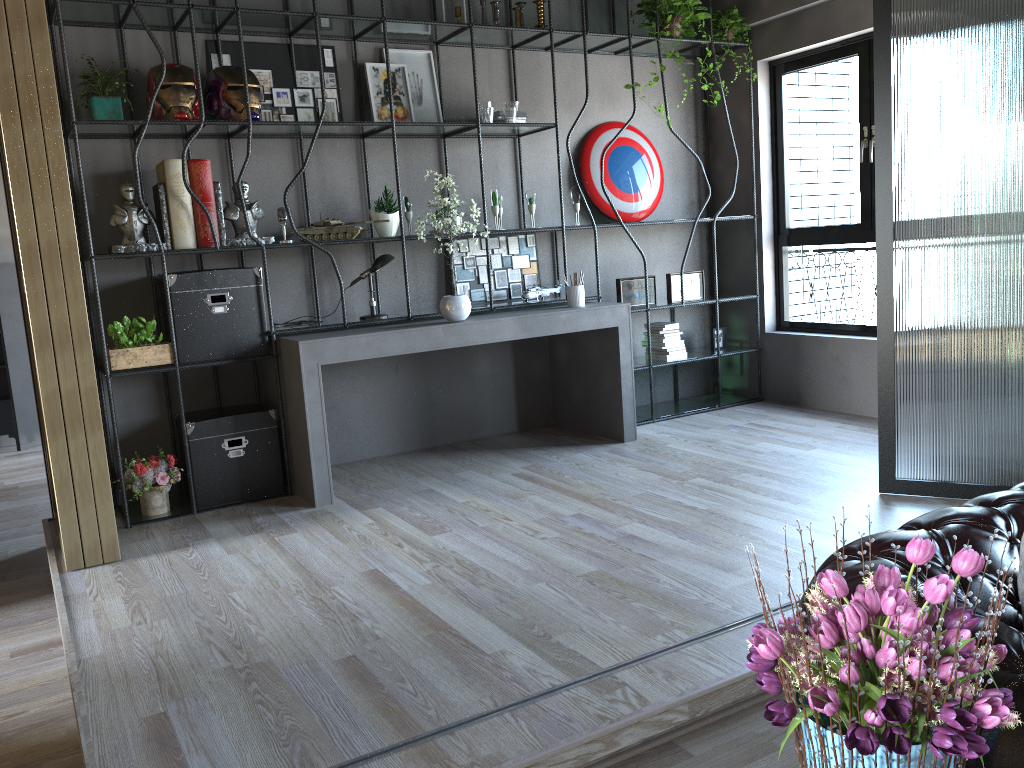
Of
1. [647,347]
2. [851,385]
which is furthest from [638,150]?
[851,385]

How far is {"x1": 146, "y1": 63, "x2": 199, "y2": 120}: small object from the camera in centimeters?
449cm

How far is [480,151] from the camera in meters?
5.3 m

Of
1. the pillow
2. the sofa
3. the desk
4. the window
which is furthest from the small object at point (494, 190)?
the pillow

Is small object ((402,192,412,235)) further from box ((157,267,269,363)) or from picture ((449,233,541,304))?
box ((157,267,269,363))

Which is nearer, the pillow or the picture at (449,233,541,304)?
the pillow

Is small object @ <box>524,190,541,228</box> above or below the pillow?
above

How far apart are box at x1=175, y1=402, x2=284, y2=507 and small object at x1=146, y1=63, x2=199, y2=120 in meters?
1.6 m

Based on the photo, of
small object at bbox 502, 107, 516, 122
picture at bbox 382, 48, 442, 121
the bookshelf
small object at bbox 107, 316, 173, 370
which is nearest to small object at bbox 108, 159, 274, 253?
the bookshelf

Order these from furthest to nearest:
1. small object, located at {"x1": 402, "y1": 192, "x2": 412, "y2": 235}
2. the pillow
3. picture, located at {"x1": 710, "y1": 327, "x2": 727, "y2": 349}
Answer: picture, located at {"x1": 710, "y1": 327, "x2": 727, "y2": 349} → small object, located at {"x1": 402, "y1": 192, "x2": 412, "y2": 235} → the pillow
